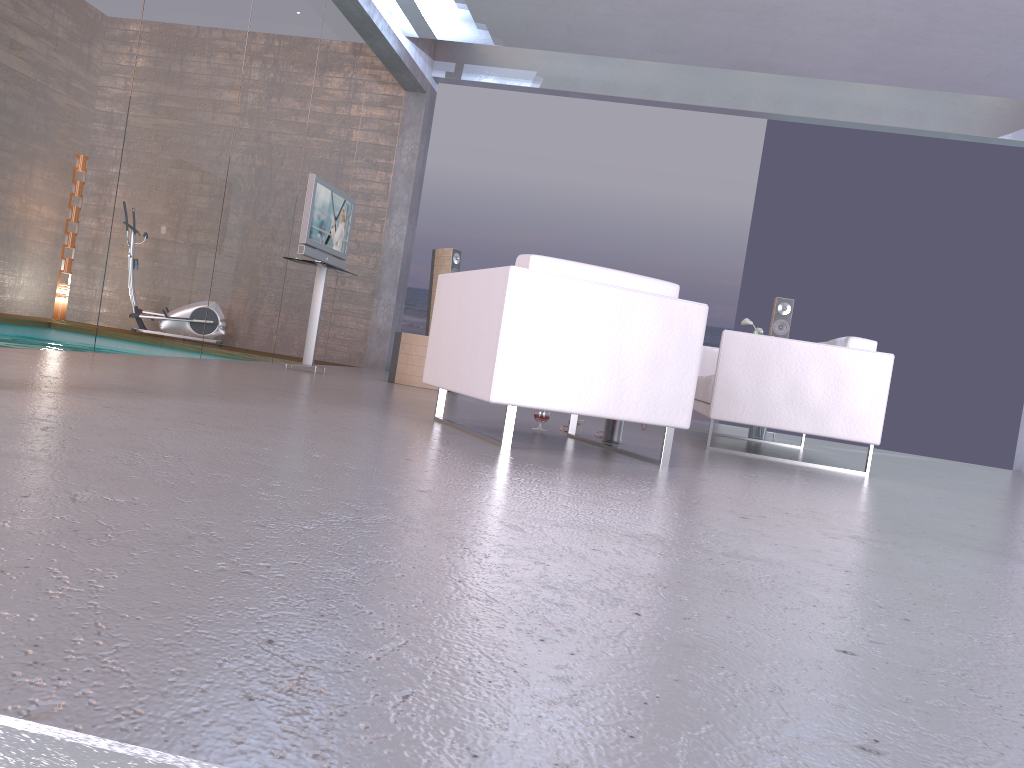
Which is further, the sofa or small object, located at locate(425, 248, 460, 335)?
small object, located at locate(425, 248, 460, 335)

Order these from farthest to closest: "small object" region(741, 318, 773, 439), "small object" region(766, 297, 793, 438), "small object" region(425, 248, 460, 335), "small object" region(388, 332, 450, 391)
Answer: "small object" region(425, 248, 460, 335) < "small object" region(766, 297, 793, 438) < "small object" region(388, 332, 450, 391) < "small object" region(741, 318, 773, 439)

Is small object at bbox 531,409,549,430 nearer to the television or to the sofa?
the sofa

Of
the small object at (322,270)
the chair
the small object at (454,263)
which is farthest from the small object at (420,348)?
the chair

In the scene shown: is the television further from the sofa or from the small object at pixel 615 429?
the small object at pixel 615 429

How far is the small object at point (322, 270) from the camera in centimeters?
752cm

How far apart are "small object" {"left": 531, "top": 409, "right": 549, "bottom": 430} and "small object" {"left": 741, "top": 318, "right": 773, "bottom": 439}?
3.44m

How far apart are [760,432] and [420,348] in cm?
305

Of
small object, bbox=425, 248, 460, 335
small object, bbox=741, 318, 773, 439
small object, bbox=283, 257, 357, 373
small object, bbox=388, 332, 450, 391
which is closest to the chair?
small object, bbox=283, 257, 357, 373

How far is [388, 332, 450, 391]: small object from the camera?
7.8 meters
